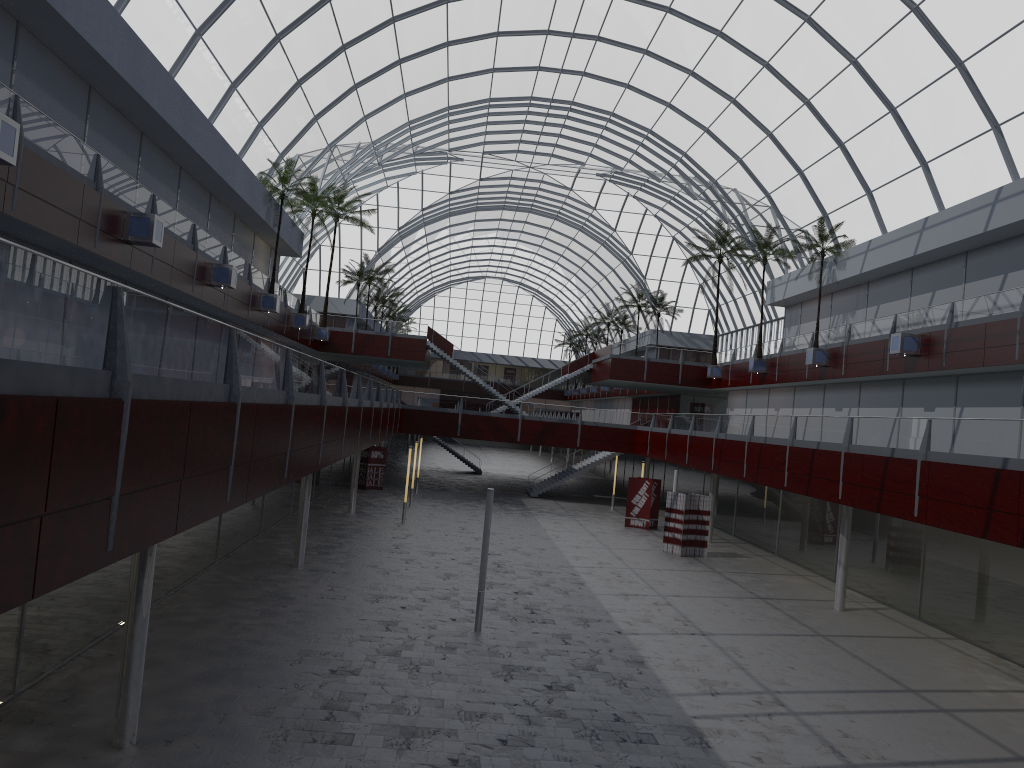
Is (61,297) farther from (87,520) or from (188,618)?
(188,618)
